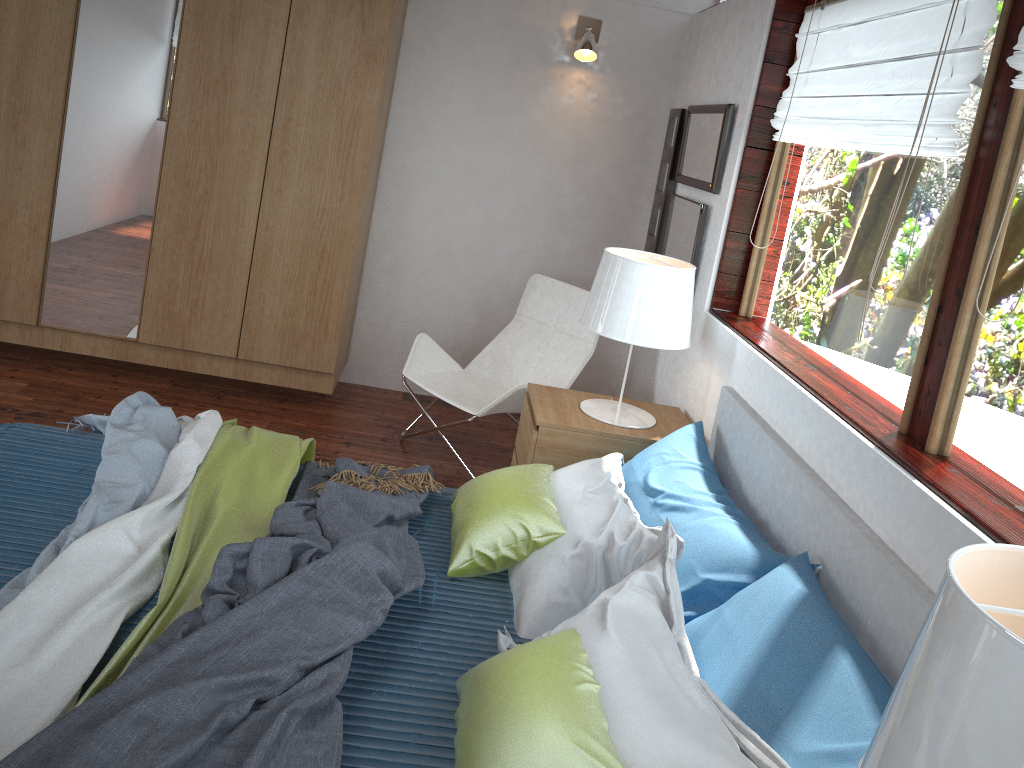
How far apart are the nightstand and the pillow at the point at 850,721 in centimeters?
96cm

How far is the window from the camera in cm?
183

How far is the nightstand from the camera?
3.0m

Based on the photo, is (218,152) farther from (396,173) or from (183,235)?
(396,173)

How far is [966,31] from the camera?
2.0 meters

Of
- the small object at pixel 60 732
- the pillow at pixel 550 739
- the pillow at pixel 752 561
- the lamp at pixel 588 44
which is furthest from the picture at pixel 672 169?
the small object at pixel 60 732

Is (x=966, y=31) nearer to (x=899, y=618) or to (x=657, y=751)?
(x=899, y=618)

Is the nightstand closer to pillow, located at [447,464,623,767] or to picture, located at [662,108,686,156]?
pillow, located at [447,464,623,767]

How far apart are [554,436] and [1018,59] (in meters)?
1.75

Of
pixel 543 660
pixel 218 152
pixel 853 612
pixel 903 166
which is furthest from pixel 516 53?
pixel 543 660
